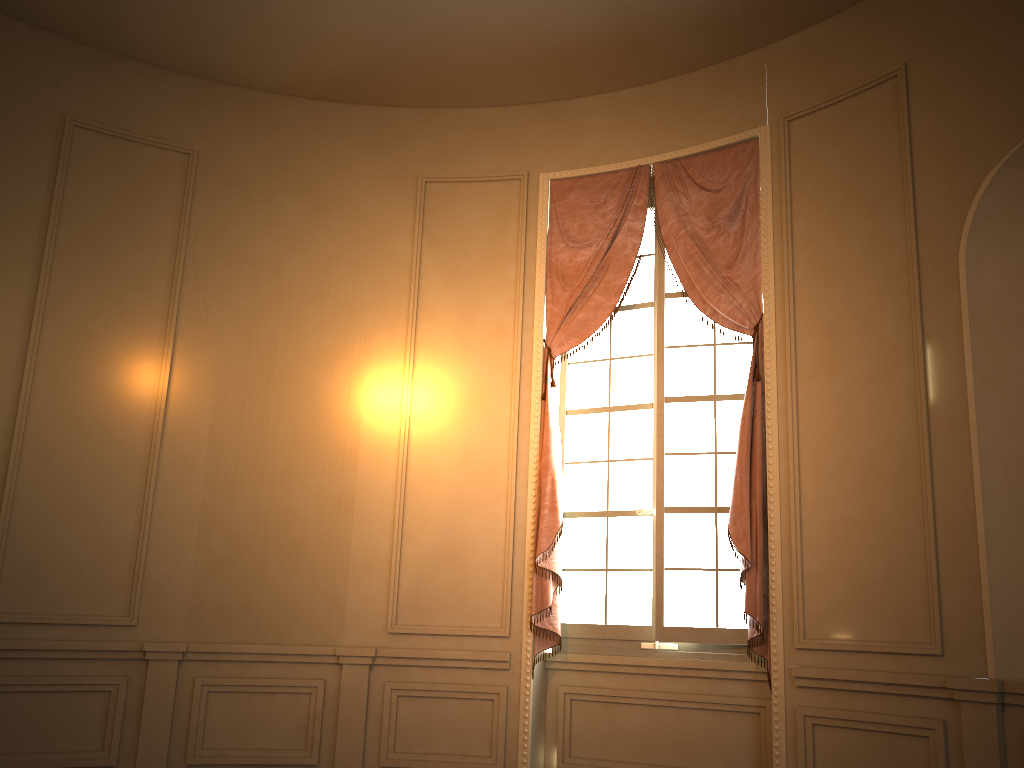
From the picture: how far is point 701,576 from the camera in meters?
4.7

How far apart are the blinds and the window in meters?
0.1 m

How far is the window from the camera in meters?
4.7

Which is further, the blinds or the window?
the window

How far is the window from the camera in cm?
473

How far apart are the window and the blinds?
0.09m

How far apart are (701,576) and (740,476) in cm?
62

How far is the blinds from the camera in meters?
4.5

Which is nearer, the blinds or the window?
the blinds

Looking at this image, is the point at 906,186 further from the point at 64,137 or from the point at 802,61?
the point at 64,137
